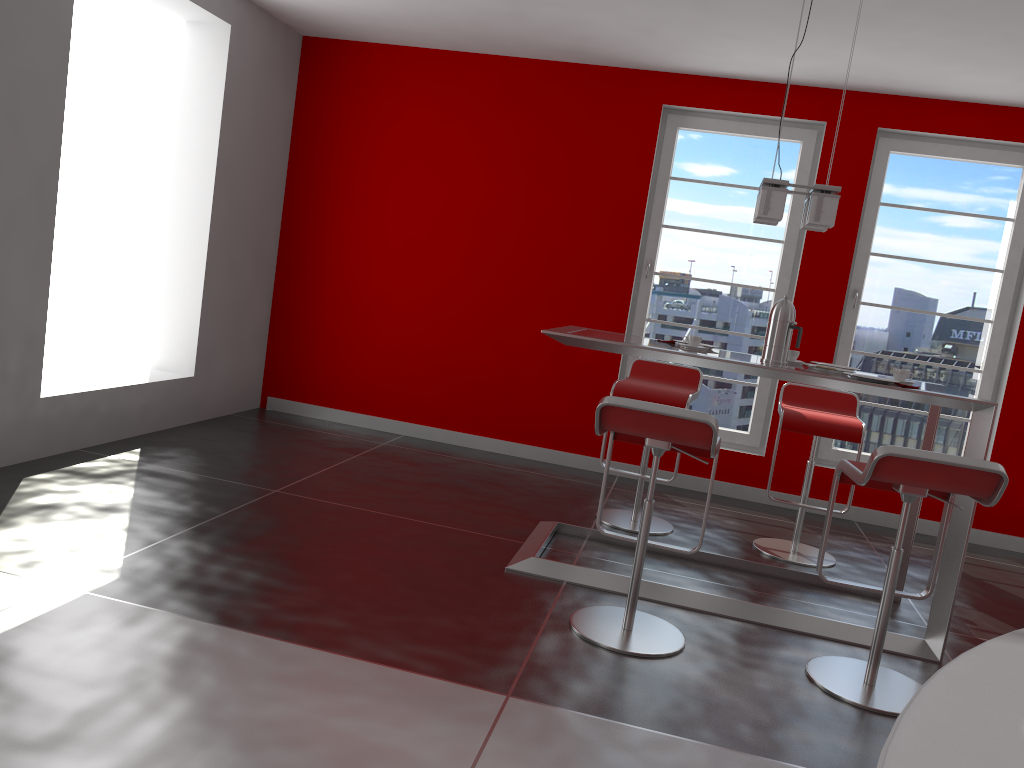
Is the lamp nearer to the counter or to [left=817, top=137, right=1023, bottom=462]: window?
[left=817, top=137, right=1023, bottom=462]: window

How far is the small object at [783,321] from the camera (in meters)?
3.66

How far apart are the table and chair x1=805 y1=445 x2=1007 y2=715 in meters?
0.2

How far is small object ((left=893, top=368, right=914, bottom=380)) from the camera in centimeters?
354cm

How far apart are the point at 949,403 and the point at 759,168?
2.8m

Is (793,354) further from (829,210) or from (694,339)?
(829,210)

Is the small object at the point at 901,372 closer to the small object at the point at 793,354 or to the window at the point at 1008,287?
the small object at the point at 793,354

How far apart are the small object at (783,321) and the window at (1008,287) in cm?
211

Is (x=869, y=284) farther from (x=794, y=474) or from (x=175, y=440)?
(x=175, y=440)

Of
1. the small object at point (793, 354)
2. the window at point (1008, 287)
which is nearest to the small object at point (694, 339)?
the small object at point (793, 354)
